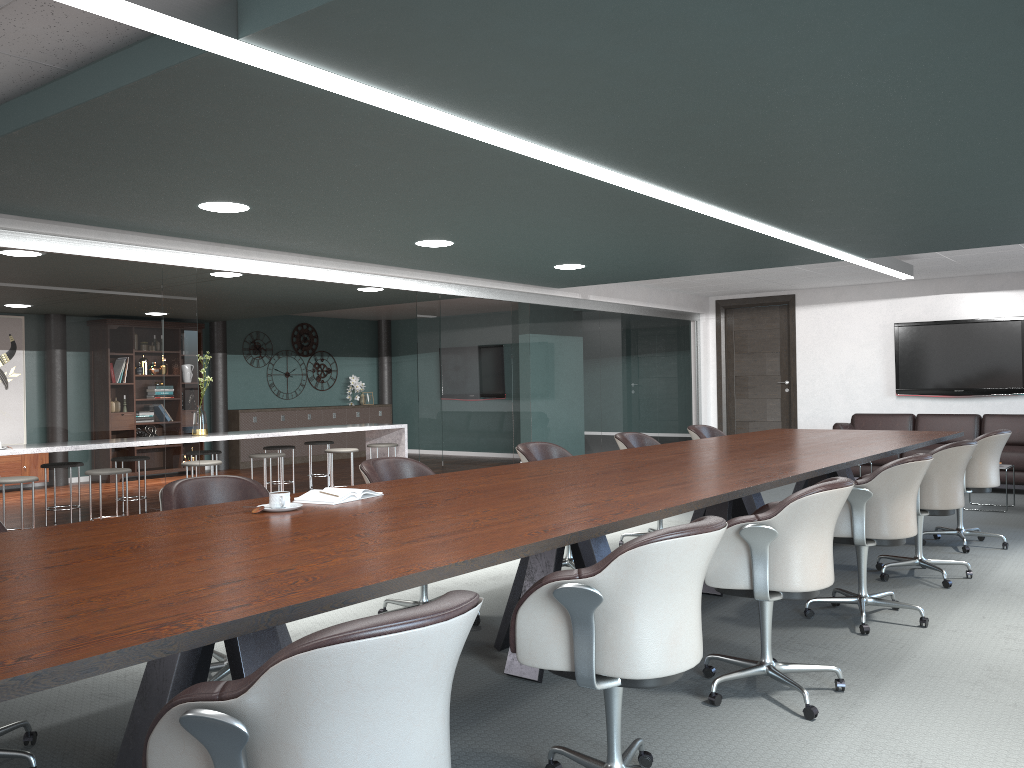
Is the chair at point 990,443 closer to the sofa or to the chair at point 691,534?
the sofa

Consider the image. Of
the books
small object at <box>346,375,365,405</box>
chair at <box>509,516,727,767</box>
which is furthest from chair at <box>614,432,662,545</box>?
small object at <box>346,375,365,405</box>

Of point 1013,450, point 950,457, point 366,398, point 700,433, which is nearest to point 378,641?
point 950,457

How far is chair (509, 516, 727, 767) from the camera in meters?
2.1

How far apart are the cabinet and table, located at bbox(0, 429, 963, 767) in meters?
8.0

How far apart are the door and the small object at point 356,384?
5.8 meters

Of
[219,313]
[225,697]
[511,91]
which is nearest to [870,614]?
[511,91]

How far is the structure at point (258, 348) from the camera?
13.0m

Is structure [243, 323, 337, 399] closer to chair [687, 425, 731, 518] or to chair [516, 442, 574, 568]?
chair [687, 425, 731, 518]

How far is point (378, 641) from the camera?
1.3 meters
